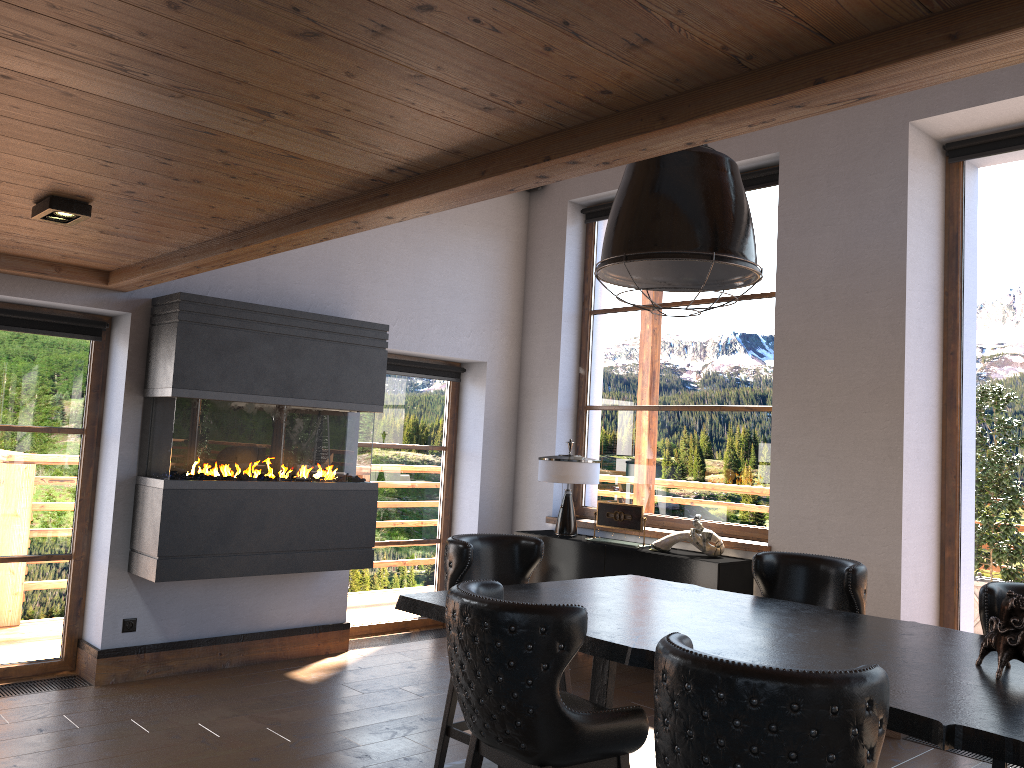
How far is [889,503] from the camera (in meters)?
5.08

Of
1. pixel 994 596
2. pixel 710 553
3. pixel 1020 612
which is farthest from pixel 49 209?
pixel 710 553

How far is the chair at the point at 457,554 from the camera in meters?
3.8 m

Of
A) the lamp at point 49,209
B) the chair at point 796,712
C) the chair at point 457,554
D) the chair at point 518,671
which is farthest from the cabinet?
the lamp at point 49,209

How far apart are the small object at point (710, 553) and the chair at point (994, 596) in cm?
250

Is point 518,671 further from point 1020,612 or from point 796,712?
point 1020,612

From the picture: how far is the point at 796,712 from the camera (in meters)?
1.71

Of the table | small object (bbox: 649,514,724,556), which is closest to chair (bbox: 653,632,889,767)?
the table

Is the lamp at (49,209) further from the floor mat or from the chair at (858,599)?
the chair at (858,599)

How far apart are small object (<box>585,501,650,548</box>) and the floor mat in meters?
1.7
